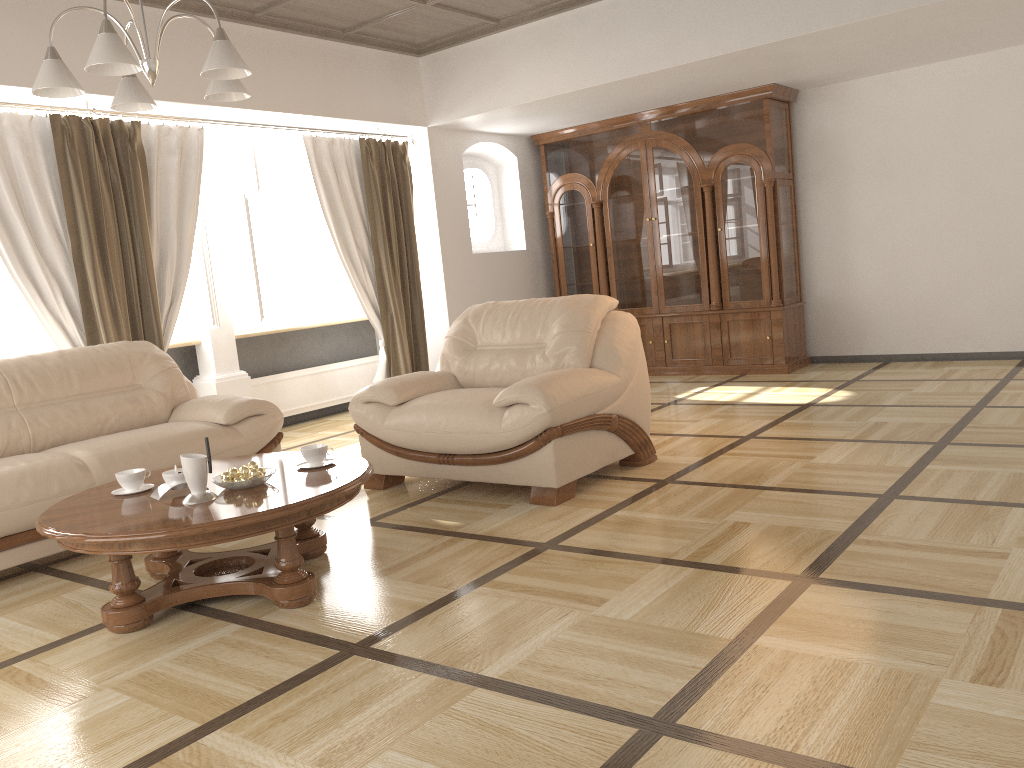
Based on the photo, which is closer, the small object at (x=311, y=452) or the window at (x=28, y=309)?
the small object at (x=311, y=452)

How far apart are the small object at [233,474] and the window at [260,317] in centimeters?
341cm

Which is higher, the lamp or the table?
the lamp

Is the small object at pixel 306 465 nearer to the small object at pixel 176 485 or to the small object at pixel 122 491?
the small object at pixel 176 485

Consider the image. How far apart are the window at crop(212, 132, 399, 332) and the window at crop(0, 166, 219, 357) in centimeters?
35cm

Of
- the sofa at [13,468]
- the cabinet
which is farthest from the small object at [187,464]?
the cabinet

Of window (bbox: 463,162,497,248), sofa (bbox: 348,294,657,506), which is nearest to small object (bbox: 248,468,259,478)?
sofa (bbox: 348,294,657,506)

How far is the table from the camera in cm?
275

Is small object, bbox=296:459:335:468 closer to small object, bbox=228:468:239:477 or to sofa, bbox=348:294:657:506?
small object, bbox=228:468:239:477

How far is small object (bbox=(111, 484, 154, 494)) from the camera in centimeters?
330cm
